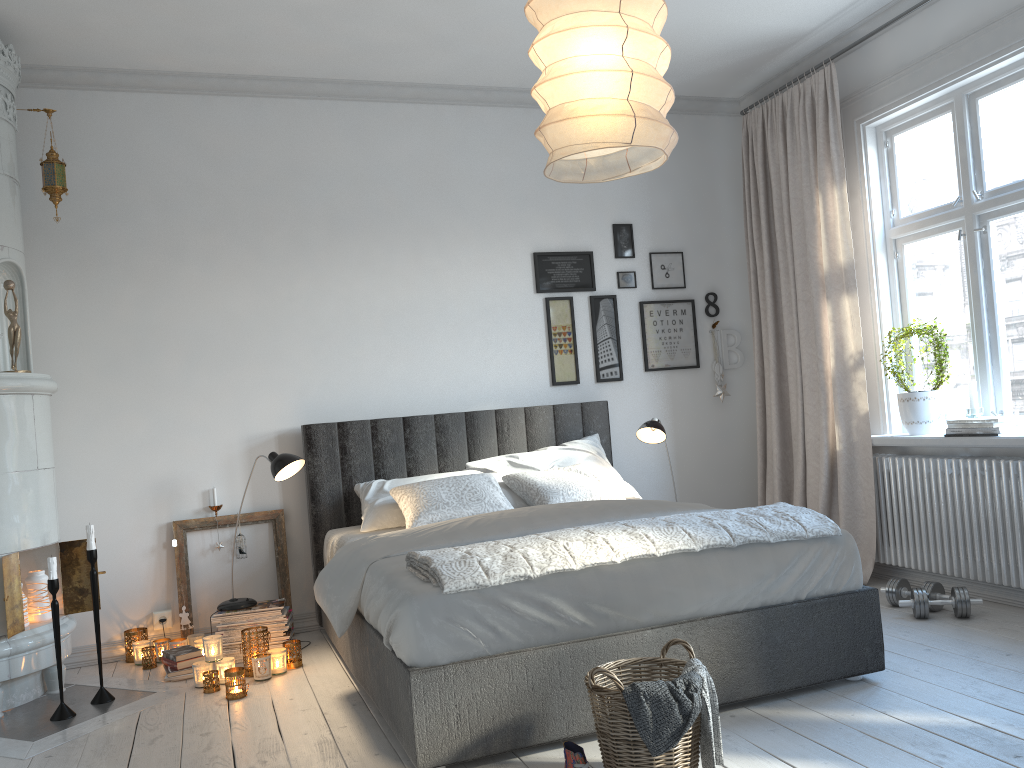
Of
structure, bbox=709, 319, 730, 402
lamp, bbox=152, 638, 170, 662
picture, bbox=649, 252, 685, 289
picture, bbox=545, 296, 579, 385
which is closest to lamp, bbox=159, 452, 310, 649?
lamp, bbox=152, 638, 170, 662

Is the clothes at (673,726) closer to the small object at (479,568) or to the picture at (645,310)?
the small object at (479,568)

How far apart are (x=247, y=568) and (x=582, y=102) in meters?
3.3 m

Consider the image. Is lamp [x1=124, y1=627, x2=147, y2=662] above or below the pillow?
below

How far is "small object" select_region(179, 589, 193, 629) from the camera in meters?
4.3

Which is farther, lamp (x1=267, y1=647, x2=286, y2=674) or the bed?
lamp (x1=267, y1=647, x2=286, y2=674)

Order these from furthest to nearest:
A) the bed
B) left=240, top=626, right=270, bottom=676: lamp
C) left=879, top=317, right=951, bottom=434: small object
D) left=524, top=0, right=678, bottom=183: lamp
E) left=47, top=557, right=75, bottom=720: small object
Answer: left=879, top=317, right=951, bottom=434: small object → left=240, top=626, right=270, bottom=676: lamp → left=47, top=557, right=75, bottom=720: small object → the bed → left=524, top=0, right=678, bottom=183: lamp

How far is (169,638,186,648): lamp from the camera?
4.1 meters

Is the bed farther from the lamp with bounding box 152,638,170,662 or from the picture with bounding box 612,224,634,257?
the picture with bounding box 612,224,634,257

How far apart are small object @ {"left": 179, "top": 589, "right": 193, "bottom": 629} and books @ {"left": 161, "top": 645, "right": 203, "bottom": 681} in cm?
35
